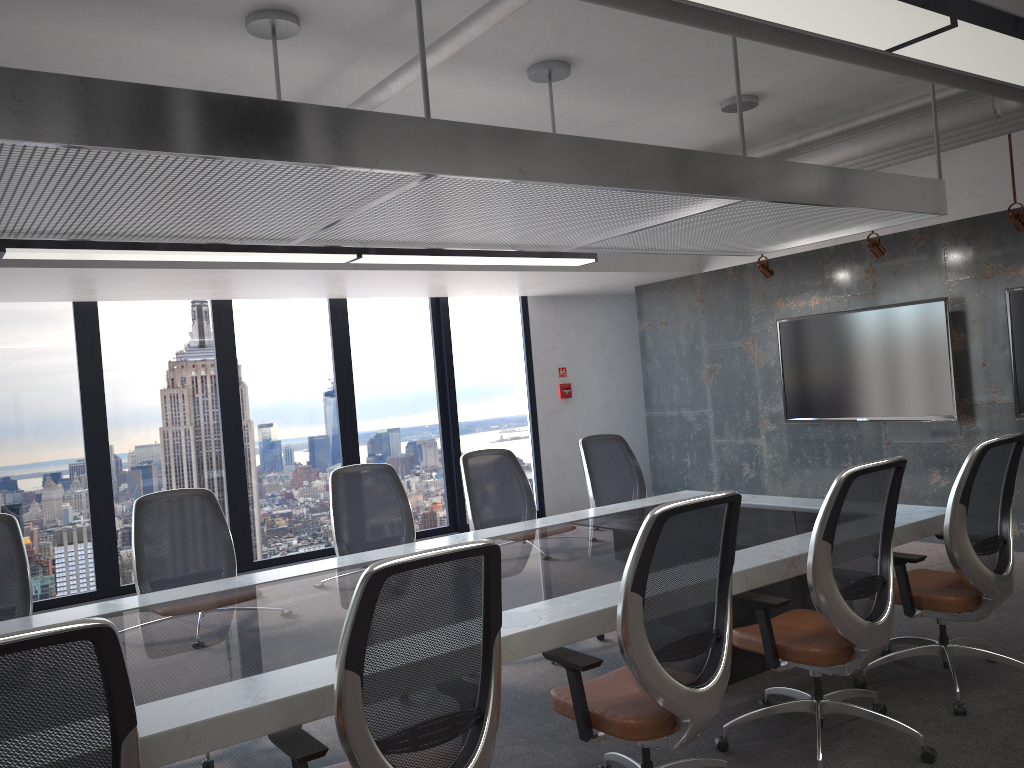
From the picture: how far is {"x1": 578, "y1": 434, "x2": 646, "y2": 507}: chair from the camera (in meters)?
5.91

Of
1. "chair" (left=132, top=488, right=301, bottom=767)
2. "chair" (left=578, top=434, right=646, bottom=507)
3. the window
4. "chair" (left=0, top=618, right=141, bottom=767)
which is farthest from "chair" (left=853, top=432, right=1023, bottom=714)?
the window

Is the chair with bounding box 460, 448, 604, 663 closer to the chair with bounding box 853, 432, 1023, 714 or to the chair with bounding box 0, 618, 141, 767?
the chair with bounding box 853, 432, 1023, 714

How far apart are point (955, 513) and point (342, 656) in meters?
2.8

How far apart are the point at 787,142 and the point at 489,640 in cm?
522

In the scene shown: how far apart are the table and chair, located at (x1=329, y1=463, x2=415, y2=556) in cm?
42

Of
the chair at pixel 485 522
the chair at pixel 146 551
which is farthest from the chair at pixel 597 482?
the chair at pixel 146 551

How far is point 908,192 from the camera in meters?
4.7

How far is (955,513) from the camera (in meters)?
3.81

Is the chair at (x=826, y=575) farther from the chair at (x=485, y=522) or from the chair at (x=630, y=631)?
the chair at (x=485, y=522)
